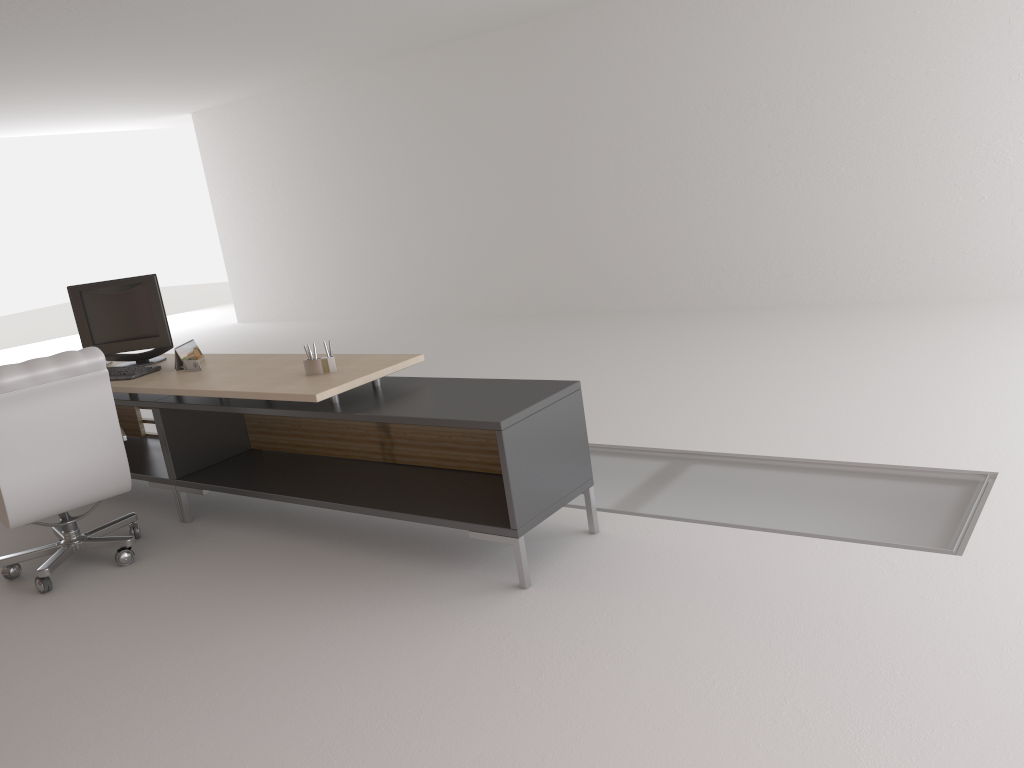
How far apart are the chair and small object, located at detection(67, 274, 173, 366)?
1.5 meters

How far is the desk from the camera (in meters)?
5.31

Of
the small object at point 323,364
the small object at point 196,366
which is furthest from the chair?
the small object at point 323,364

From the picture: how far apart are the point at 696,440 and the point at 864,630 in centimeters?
320cm

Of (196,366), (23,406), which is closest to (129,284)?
(196,366)

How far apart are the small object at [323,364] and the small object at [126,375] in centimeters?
188cm

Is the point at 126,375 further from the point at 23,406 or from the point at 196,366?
the point at 23,406

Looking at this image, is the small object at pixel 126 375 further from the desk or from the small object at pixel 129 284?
the small object at pixel 129 284

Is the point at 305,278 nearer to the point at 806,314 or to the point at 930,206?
the point at 806,314

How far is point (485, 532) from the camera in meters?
5.3
